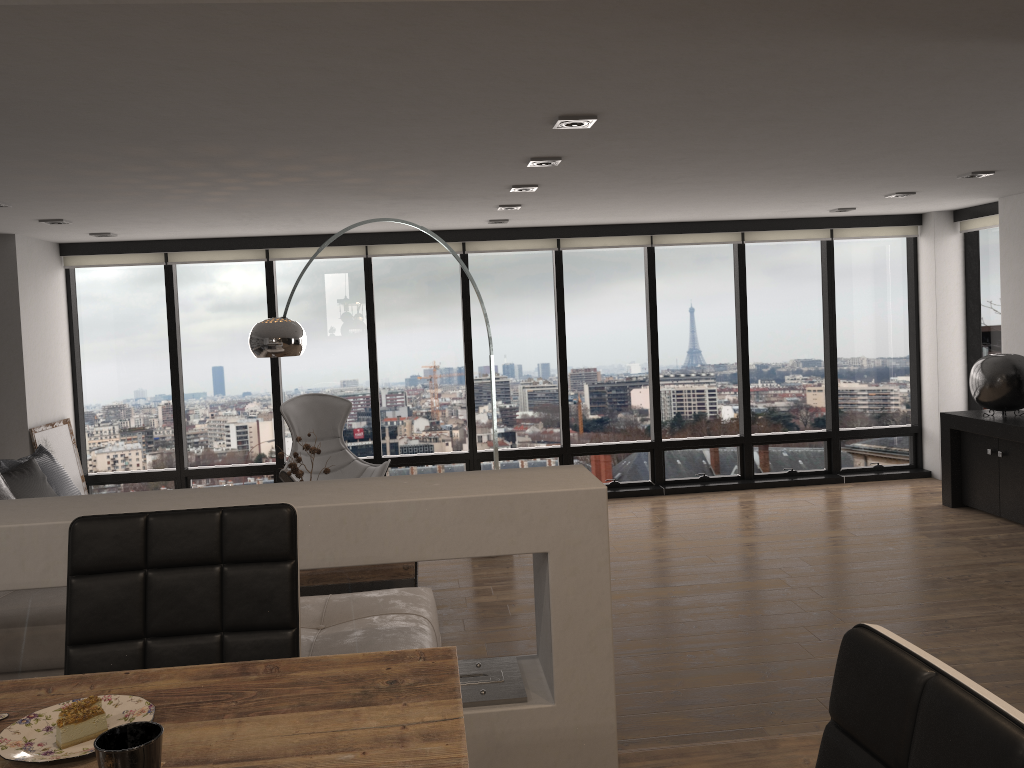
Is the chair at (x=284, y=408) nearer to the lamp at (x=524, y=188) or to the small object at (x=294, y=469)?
the small object at (x=294, y=469)

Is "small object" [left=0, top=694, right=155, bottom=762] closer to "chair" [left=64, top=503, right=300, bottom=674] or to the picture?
"chair" [left=64, top=503, right=300, bottom=674]

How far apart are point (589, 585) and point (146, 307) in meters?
6.4

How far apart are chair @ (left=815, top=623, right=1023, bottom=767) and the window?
6.98m

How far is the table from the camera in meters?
1.1 m

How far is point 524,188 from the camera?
5.3 meters

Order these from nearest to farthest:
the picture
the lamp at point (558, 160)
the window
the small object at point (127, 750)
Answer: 1. the small object at point (127, 750)
2. the lamp at point (558, 160)
3. the picture
4. the window

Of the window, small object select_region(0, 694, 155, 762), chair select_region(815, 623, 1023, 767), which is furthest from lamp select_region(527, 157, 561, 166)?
chair select_region(815, 623, 1023, 767)

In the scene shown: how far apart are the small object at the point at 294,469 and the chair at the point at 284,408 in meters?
1.1 m

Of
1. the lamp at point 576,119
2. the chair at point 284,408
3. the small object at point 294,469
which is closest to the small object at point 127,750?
the lamp at point 576,119
